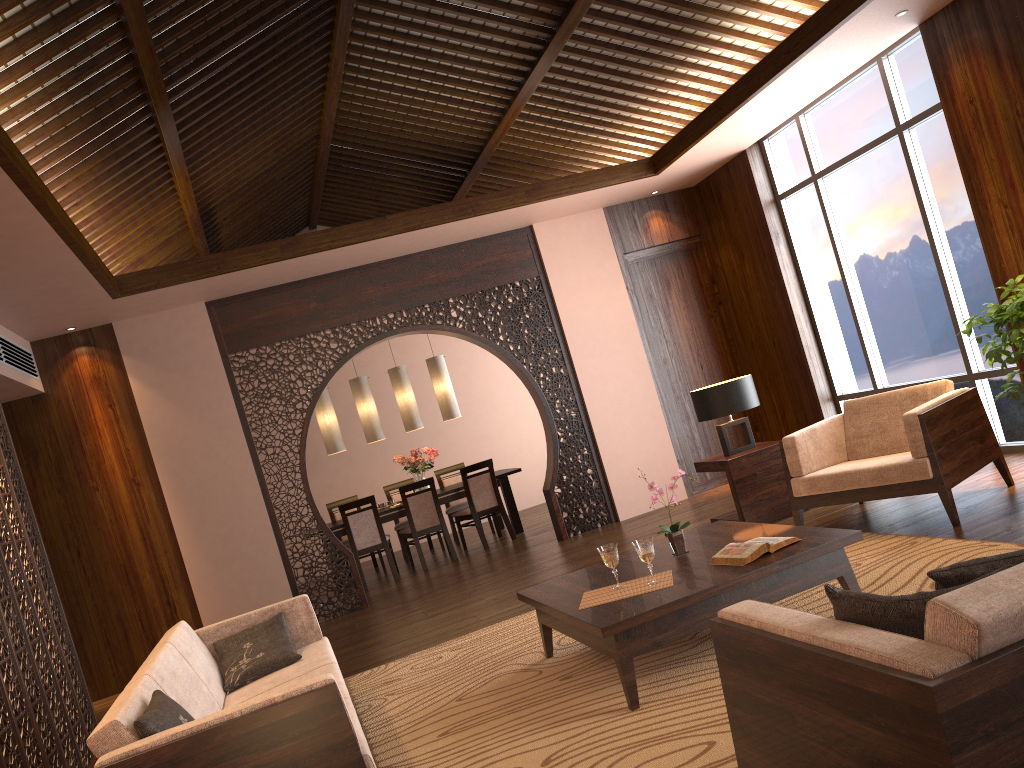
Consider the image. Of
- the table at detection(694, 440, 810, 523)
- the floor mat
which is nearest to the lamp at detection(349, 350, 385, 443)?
the table at detection(694, 440, 810, 523)

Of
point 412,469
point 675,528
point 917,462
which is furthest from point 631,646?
point 412,469

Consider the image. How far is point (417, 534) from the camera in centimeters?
867cm

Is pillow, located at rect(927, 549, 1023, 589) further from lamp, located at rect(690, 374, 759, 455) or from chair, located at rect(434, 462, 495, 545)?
chair, located at rect(434, 462, 495, 545)

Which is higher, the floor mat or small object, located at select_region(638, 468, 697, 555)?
small object, located at select_region(638, 468, 697, 555)

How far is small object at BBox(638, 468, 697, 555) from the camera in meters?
4.1

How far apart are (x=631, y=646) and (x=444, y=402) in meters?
6.3 m

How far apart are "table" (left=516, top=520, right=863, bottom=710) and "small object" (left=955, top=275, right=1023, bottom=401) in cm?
156

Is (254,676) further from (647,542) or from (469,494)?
(469,494)

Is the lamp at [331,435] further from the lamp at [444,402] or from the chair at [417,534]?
the lamp at [444,402]
